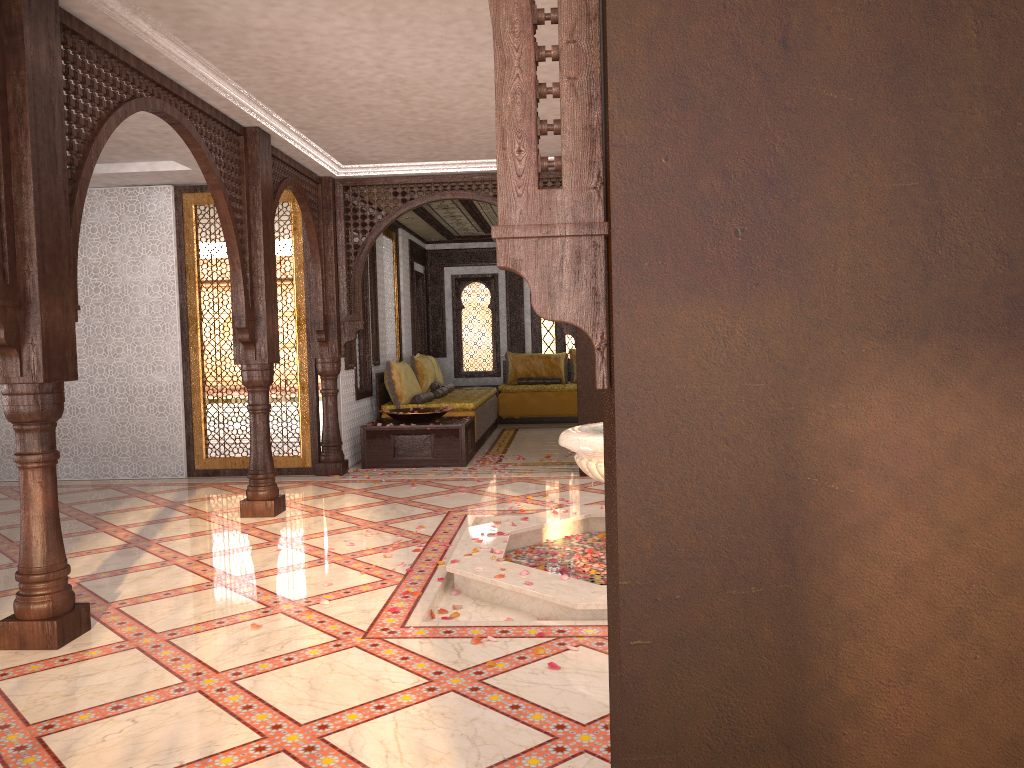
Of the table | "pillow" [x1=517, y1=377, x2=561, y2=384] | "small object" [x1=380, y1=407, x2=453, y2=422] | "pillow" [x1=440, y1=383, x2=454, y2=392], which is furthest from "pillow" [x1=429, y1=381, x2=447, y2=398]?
"pillow" [x1=517, y1=377, x2=561, y2=384]

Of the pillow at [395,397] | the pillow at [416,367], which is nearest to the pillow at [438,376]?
the pillow at [416,367]

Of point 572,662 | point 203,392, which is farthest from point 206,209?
point 572,662

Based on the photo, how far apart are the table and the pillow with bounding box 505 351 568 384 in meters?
4.4

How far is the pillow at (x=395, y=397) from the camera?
9.74m

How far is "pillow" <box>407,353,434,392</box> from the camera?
10.8m

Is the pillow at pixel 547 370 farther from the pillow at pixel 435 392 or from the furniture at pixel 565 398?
the pillow at pixel 435 392

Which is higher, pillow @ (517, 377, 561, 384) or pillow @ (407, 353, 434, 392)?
pillow @ (407, 353, 434, 392)

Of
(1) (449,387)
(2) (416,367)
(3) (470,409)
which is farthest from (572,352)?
(3) (470,409)

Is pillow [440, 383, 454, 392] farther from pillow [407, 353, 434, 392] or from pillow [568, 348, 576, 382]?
pillow [568, 348, 576, 382]
